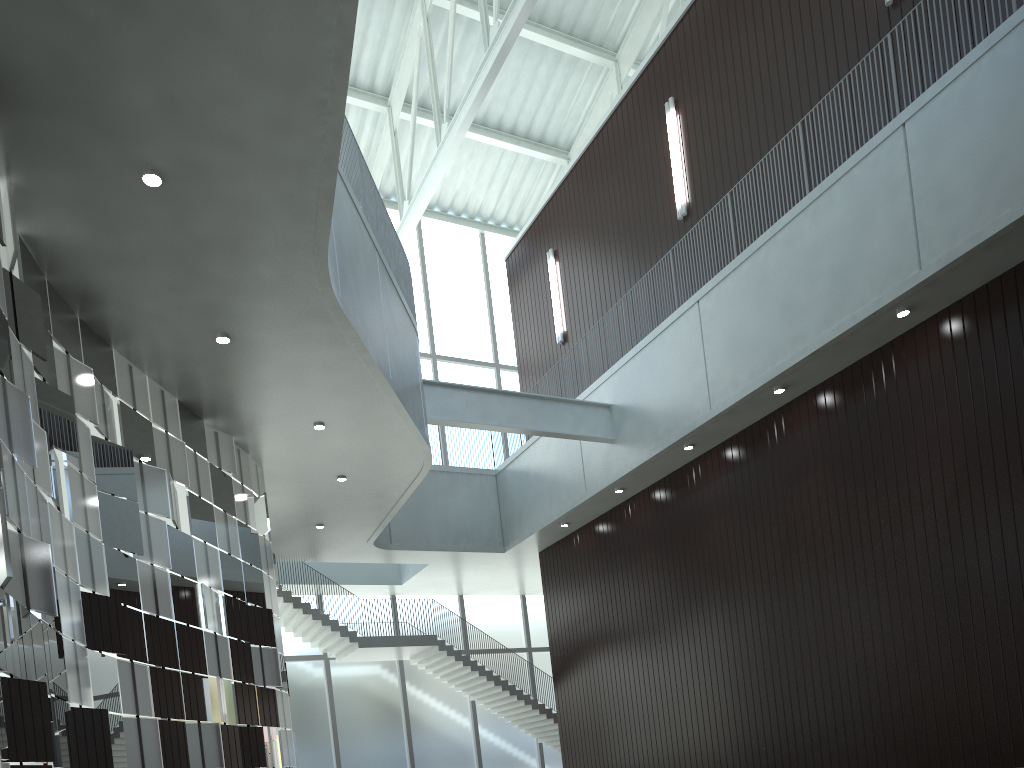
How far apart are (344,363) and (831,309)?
27.46m
